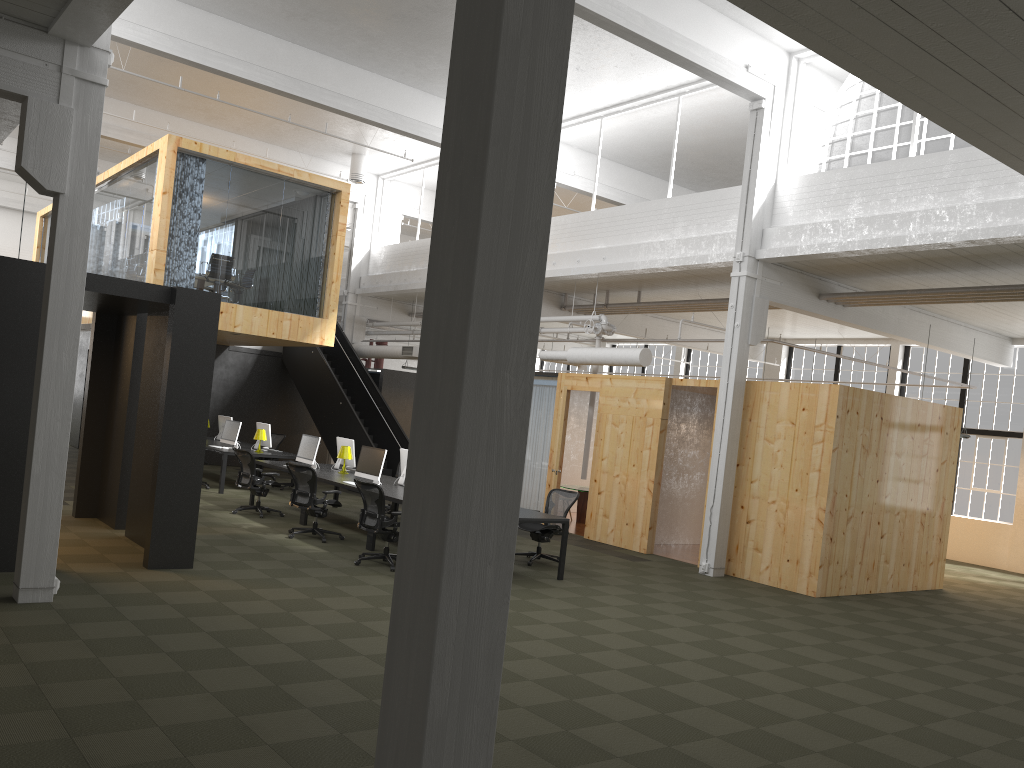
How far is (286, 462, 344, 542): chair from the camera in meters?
11.5 m

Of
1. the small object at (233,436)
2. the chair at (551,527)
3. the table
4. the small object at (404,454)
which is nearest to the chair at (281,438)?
the small object at (233,436)

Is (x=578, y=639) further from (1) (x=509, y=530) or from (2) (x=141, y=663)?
(1) (x=509, y=530)

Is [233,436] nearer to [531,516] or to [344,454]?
[344,454]

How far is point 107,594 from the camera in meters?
7.6 m

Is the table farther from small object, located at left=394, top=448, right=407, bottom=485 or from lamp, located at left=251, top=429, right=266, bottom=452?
lamp, located at left=251, top=429, right=266, bottom=452

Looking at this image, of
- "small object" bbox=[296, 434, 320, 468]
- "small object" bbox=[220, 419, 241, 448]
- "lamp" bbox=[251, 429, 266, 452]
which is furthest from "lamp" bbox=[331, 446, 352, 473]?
"small object" bbox=[220, 419, 241, 448]

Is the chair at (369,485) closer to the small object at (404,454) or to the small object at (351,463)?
the small object at (404,454)

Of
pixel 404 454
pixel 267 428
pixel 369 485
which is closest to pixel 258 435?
pixel 267 428

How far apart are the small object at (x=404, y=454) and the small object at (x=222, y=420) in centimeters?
726cm
